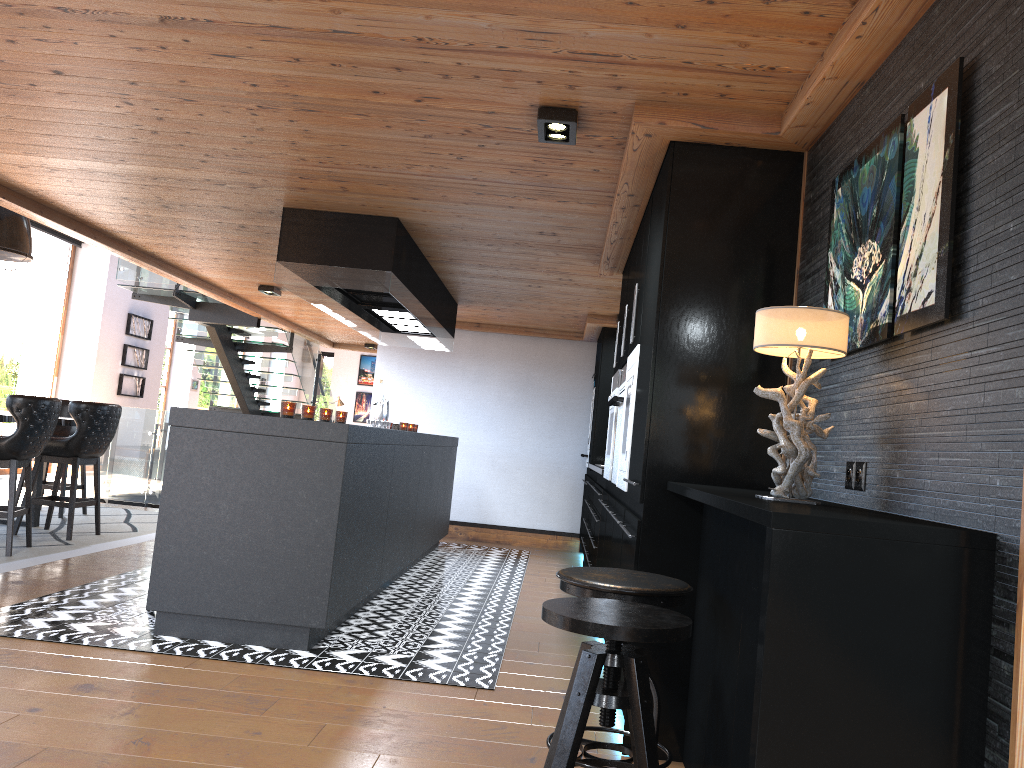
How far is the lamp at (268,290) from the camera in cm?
862

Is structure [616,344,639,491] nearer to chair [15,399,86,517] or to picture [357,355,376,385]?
chair [15,399,86,517]

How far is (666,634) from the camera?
2.0m

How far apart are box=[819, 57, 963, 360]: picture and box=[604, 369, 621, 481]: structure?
2.5m

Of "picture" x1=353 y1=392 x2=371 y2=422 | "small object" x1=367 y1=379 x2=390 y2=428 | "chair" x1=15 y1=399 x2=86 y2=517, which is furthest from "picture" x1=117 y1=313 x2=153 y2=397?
"picture" x1=353 y1=392 x2=371 y2=422

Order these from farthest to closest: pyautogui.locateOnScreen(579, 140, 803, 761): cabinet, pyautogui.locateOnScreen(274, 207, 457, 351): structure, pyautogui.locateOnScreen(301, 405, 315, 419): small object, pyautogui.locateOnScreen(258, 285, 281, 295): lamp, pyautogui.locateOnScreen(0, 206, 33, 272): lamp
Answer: pyautogui.locateOnScreen(258, 285, 281, 295): lamp
pyautogui.locateOnScreen(0, 206, 33, 272): lamp
pyautogui.locateOnScreen(274, 207, 457, 351): structure
pyautogui.locateOnScreen(301, 405, 315, 419): small object
pyautogui.locateOnScreen(579, 140, 803, 761): cabinet

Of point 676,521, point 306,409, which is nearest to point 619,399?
point 676,521

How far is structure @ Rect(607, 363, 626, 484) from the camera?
4.68m

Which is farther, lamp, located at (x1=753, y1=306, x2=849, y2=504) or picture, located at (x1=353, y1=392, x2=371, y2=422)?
picture, located at (x1=353, y1=392, x2=371, y2=422)

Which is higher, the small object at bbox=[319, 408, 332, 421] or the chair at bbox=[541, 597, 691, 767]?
the small object at bbox=[319, 408, 332, 421]
